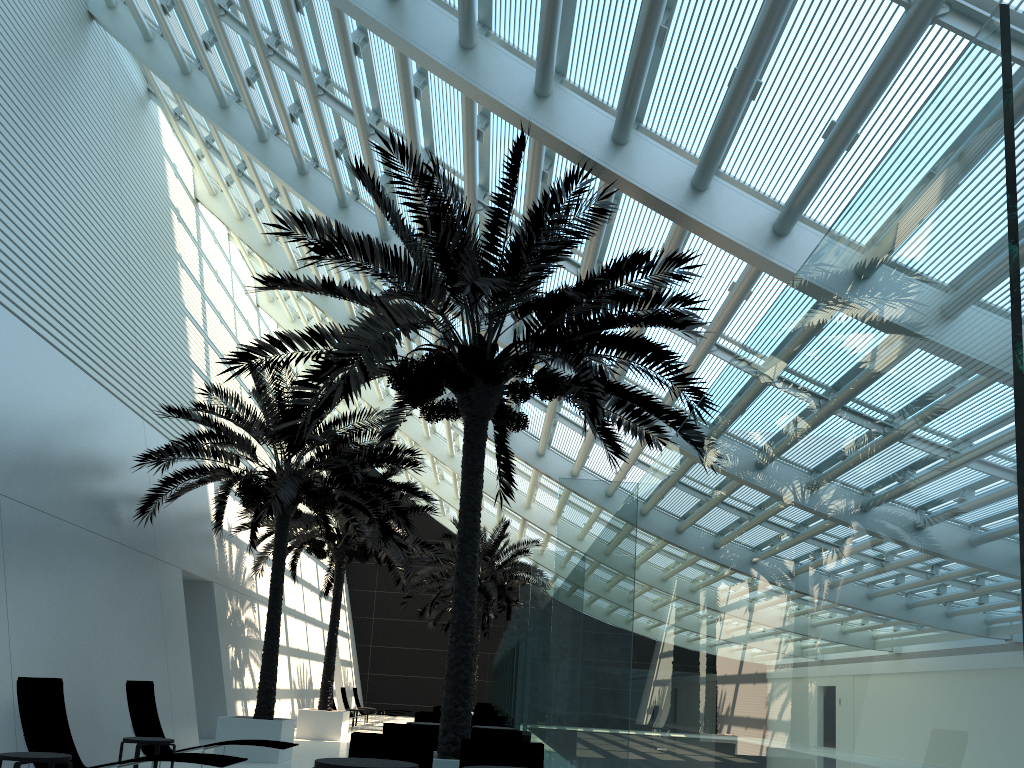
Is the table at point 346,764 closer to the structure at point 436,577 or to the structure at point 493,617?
the structure at point 436,577

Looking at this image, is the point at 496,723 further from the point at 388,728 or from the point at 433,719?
the point at 388,728

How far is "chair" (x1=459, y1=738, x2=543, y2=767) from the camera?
6.96m

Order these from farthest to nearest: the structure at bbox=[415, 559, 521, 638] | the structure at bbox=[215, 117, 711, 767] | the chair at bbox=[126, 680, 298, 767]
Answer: the structure at bbox=[415, 559, 521, 638] → the chair at bbox=[126, 680, 298, 767] → the structure at bbox=[215, 117, 711, 767]

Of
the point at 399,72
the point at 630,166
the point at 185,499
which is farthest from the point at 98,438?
the point at 630,166

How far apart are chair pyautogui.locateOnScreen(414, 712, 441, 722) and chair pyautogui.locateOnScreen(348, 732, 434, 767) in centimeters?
723cm

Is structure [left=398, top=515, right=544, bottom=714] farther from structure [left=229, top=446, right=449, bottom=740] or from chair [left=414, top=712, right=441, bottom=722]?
chair [left=414, top=712, right=441, bottom=722]

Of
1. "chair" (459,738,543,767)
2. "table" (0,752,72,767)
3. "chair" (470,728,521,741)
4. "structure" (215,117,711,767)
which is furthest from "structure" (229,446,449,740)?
"chair" (459,738,543,767)

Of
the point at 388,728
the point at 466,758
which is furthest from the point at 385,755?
the point at 388,728

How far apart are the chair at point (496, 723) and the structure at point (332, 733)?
5.25m
